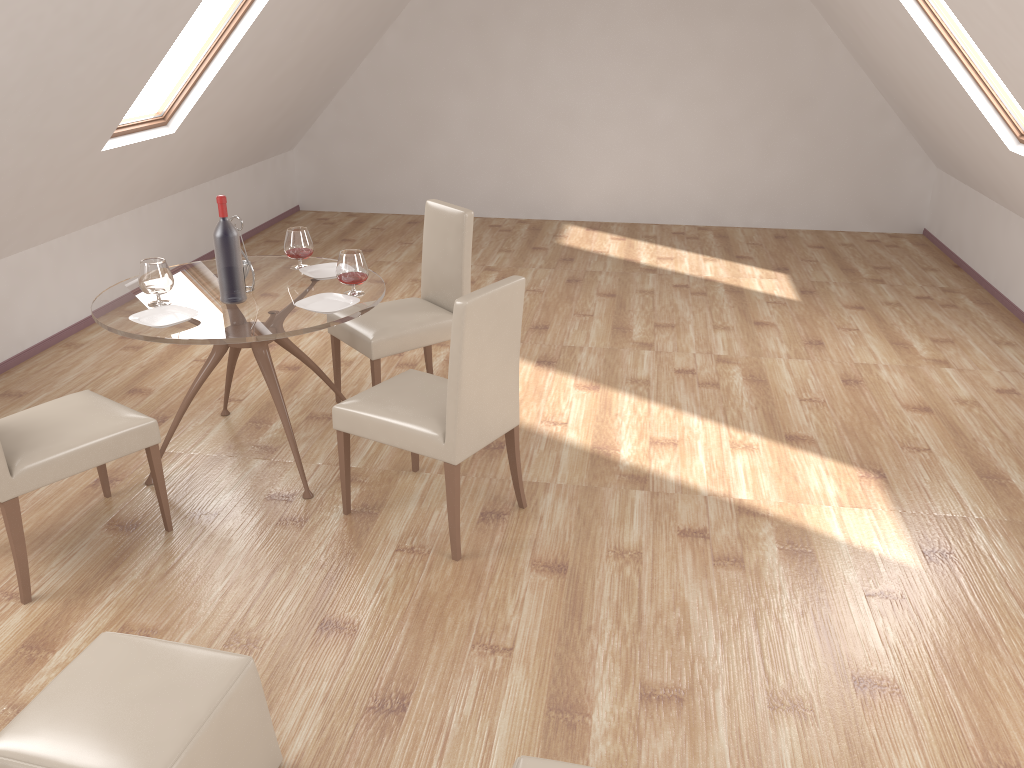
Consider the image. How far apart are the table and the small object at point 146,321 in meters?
0.0

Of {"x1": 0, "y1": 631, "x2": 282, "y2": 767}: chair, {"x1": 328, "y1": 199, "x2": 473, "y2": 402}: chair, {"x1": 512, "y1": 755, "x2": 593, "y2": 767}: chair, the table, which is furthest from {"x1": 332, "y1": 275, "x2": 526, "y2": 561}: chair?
{"x1": 512, "y1": 755, "x2": 593, "y2": 767}: chair

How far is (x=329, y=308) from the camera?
3.6 meters

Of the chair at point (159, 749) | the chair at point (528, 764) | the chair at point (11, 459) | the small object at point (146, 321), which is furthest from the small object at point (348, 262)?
the chair at point (528, 764)

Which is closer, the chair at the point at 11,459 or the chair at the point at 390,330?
the chair at the point at 11,459

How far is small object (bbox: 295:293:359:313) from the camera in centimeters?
356cm

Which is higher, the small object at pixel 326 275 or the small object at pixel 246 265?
the small object at pixel 246 265

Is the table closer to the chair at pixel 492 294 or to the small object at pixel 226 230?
the small object at pixel 226 230

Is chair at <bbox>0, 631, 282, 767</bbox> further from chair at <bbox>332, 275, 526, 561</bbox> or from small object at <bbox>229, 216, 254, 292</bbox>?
small object at <bbox>229, 216, 254, 292</bbox>

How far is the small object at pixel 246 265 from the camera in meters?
3.7 m
